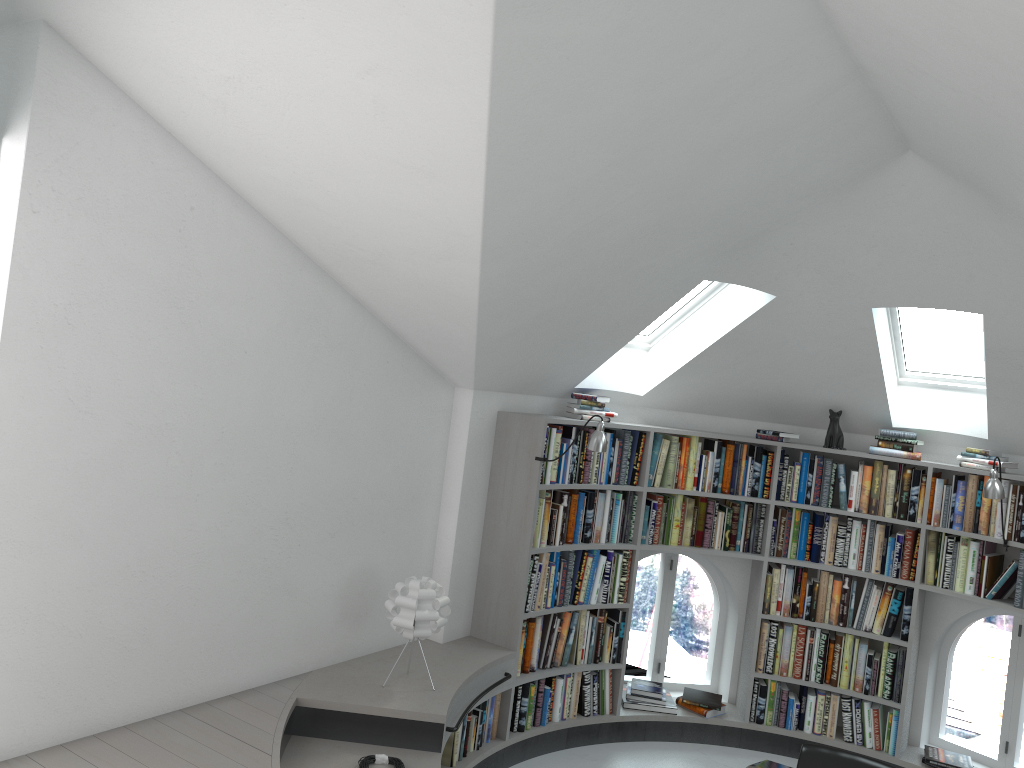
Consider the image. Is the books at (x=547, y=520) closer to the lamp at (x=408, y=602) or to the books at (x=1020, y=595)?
the lamp at (x=408, y=602)

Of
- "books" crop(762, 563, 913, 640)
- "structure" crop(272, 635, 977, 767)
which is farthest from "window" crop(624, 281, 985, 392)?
"structure" crop(272, 635, 977, 767)

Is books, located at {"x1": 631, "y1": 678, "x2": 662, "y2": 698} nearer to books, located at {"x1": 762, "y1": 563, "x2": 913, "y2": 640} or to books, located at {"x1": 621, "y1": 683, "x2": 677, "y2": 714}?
books, located at {"x1": 621, "y1": 683, "x2": 677, "y2": 714}

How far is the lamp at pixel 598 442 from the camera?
5.00m

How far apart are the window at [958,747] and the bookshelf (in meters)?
0.21

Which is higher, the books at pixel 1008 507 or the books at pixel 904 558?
the books at pixel 1008 507

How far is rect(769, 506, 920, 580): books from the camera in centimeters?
576cm

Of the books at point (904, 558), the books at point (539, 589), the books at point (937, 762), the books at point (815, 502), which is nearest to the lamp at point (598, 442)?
the books at point (539, 589)

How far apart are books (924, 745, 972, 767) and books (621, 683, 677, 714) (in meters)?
1.58

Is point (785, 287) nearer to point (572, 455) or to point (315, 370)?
point (572, 455)
